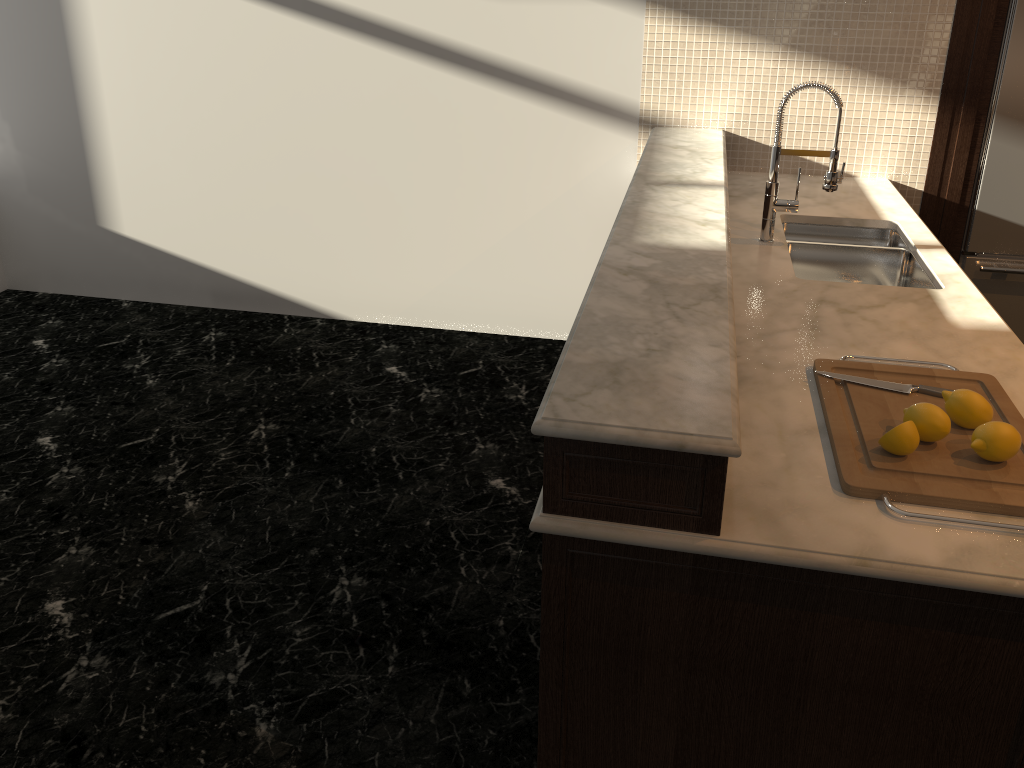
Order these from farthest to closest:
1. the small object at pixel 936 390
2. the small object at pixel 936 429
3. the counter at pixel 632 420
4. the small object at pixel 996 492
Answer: the small object at pixel 936 390 → the small object at pixel 936 429 → the small object at pixel 996 492 → the counter at pixel 632 420

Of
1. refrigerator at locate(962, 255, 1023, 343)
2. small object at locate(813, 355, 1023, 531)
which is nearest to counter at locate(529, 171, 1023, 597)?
small object at locate(813, 355, 1023, 531)

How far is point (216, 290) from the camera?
4.79m

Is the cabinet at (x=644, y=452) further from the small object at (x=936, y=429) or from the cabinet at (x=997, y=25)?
the cabinet at (x=997, y=25)

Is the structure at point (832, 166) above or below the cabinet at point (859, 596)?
above

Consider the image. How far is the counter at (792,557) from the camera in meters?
1.4 m

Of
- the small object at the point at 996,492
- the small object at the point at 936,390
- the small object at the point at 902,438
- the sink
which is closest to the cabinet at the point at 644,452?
the small object at the point at 996,492

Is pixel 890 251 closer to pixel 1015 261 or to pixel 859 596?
pixel 1015 261

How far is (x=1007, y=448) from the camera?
1.6m

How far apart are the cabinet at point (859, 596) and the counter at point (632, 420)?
0.2 meters
